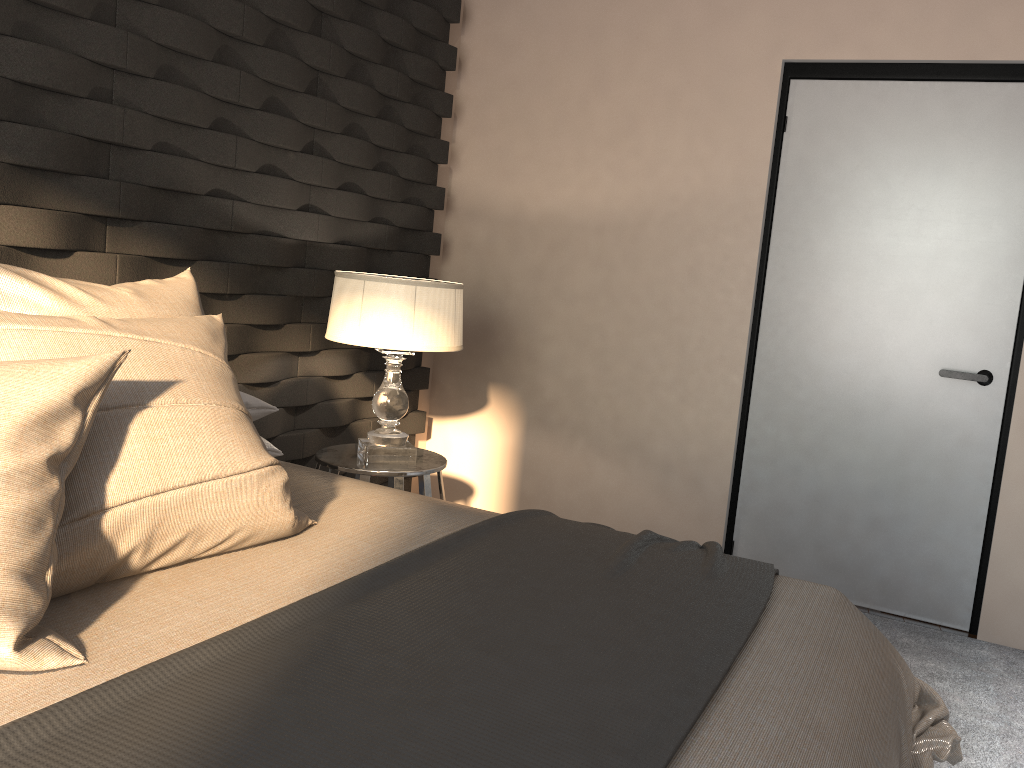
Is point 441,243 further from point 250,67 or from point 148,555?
point 148,555

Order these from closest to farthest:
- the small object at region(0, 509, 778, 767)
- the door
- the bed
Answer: the small object at region(0, 509, 778, 767) < the bed < the door

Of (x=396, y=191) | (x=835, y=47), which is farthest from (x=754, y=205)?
(x=396, y=191)

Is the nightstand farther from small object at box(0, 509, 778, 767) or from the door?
the door

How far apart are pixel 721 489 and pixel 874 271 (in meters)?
1.02

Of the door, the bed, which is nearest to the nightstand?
the bed

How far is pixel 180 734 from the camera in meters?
1.0

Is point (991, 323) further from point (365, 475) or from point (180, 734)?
point (180, 734)

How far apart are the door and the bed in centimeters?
143cm

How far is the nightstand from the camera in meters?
2.9
